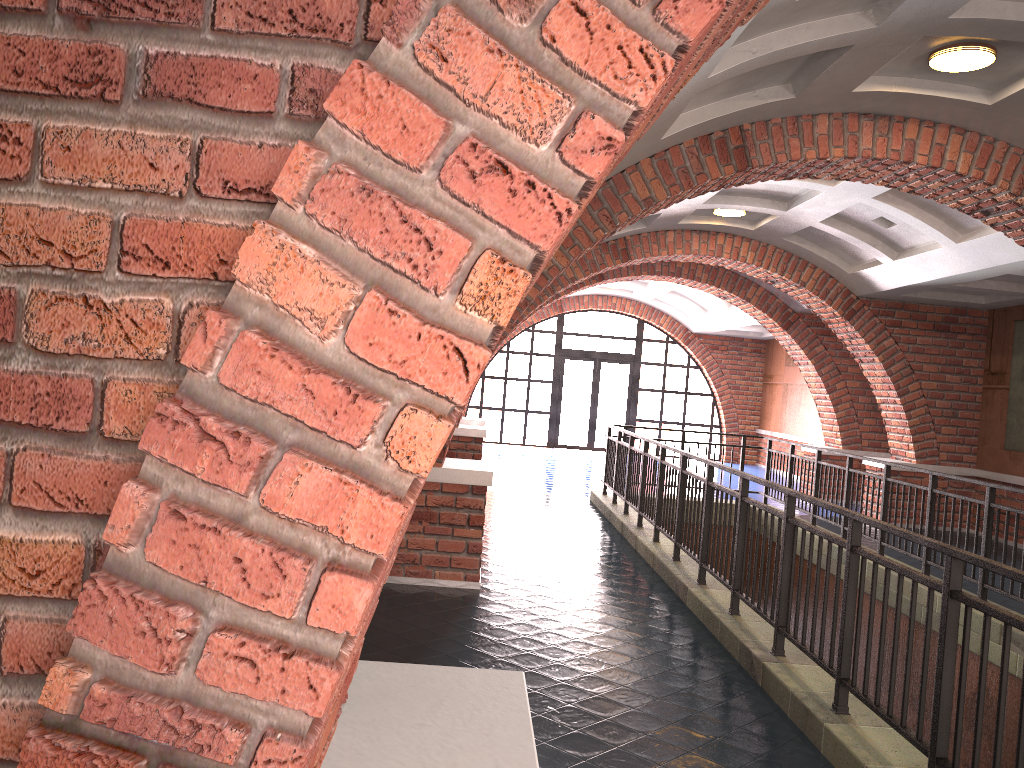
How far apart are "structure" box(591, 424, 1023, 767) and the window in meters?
9.3

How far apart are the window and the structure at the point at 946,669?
9.3m

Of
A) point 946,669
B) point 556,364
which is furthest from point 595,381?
point 946,669

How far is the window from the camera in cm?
2126

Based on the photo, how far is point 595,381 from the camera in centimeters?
2131cm

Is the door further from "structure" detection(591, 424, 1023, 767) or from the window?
"structure" detection(591, 424, 1023, 767)

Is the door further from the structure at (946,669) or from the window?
the structure at (946,669)

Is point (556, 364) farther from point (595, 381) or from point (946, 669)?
point (946, 669)

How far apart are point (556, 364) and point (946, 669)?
18.1m

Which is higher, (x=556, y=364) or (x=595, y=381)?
(x=556, y=364)
